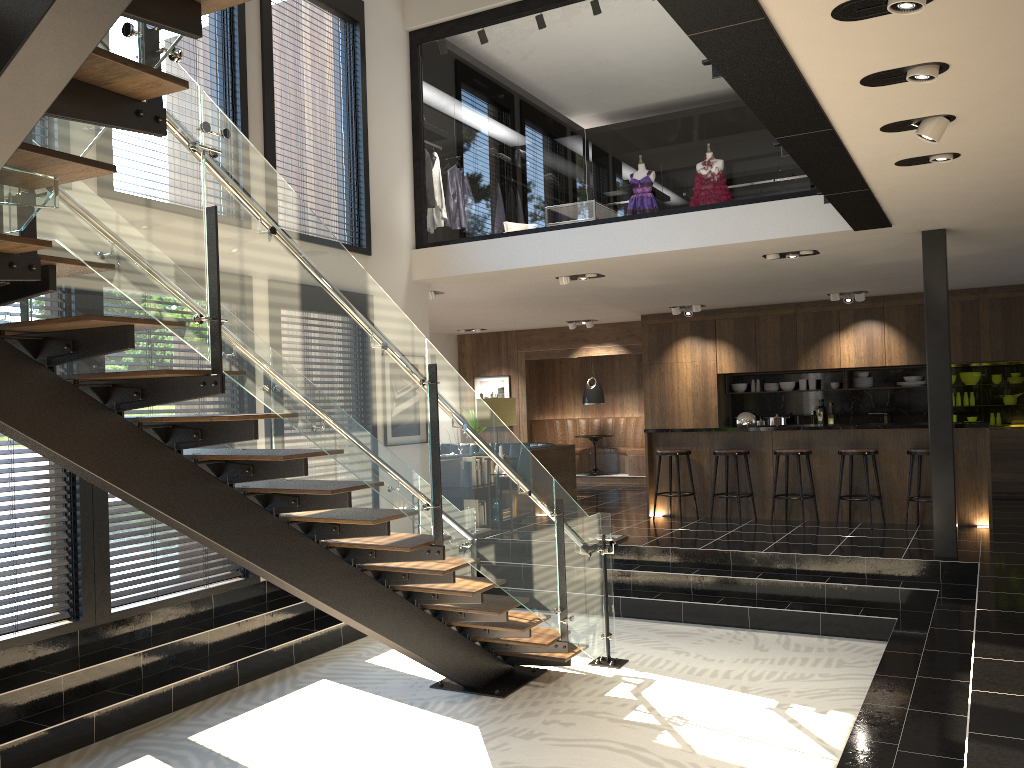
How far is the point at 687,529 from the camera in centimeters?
931cm

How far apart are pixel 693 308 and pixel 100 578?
8.8m

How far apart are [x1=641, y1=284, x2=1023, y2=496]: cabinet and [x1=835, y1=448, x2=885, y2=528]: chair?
3.4 meters

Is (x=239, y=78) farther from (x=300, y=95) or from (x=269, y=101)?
(x=300, y=95)

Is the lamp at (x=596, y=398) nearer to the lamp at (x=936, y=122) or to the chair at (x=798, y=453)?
the chair at (x=798, y=453)

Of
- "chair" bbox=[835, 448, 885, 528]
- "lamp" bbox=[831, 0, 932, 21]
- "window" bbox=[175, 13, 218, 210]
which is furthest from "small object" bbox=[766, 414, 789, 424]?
"lamp" bbox=[831, 0, 932, 21]

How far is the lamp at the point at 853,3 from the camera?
3.0 meters

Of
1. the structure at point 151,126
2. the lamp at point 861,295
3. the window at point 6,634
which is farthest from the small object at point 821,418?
the window at point 6,634

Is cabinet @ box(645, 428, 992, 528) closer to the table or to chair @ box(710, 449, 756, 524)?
chair @ box(710, 449, 756, 524)

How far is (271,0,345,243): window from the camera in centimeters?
815cm
